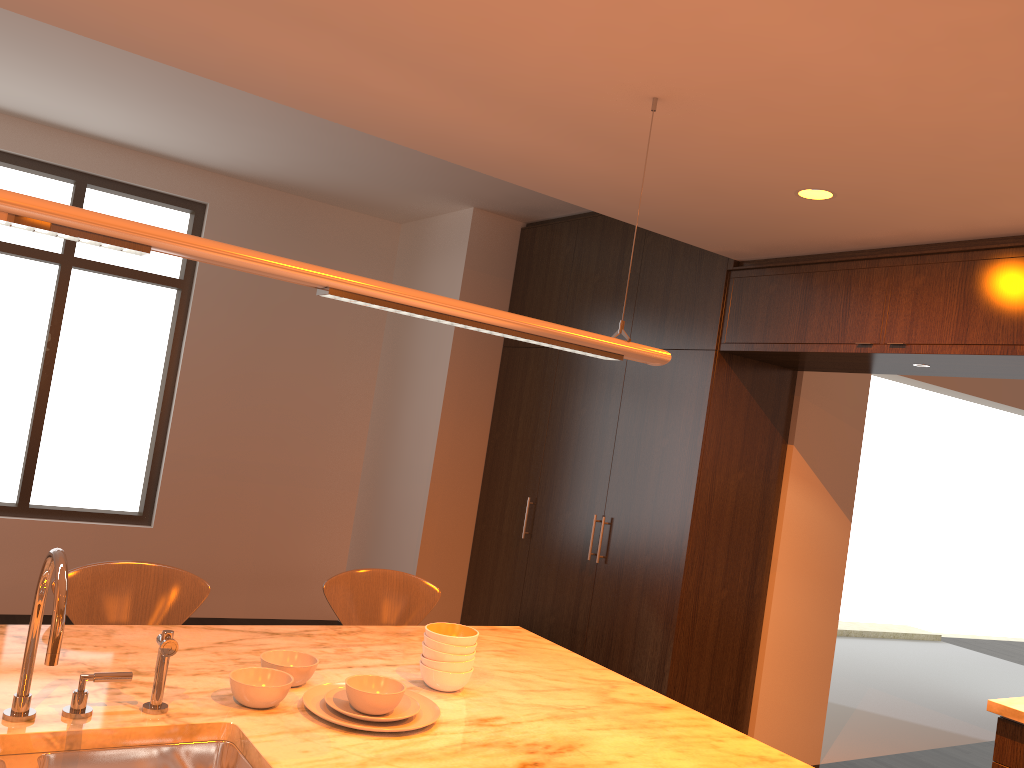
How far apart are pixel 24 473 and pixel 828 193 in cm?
494

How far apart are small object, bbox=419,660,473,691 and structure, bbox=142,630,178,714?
0.6 meters

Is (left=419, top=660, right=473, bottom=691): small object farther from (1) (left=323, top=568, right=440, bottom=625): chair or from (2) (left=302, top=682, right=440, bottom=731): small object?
(1) (left=323, top=568, right=440, bottom=625): chair

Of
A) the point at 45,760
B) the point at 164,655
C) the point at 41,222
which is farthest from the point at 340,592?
the point at 41,222

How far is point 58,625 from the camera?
1.5 meters

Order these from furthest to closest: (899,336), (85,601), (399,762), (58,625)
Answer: (899,336) < (85,601) < (399,762) < (58,625)

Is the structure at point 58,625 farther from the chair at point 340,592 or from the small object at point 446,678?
the chair at point 340,592

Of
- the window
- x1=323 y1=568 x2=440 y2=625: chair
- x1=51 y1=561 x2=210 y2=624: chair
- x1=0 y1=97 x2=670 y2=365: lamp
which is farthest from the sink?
the window

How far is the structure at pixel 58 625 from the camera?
1.5 meters

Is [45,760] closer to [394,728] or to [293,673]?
[293,673]
